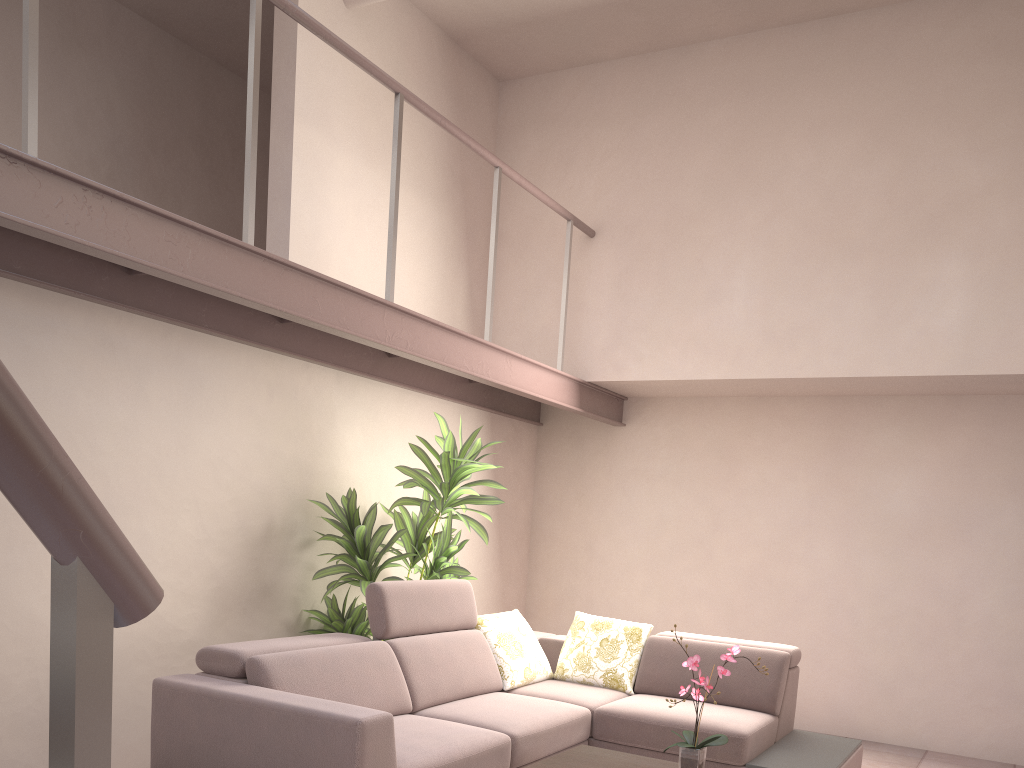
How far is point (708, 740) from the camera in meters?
3.2 m

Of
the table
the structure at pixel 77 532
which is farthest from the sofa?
the structure at pixel 77 532

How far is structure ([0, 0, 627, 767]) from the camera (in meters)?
0.63

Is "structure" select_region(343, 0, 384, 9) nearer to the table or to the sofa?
the sofa

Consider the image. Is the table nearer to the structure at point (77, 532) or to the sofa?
the sofa

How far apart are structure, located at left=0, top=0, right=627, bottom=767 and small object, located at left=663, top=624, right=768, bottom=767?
2.17m

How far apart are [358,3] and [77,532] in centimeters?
536cm

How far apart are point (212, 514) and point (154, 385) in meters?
0.7

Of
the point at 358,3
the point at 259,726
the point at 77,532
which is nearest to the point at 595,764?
the point at 259,726

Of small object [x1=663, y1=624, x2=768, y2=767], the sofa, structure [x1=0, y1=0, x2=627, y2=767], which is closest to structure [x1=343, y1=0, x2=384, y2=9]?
structure [x1=0, y1=0, x2=627, y2=767]
